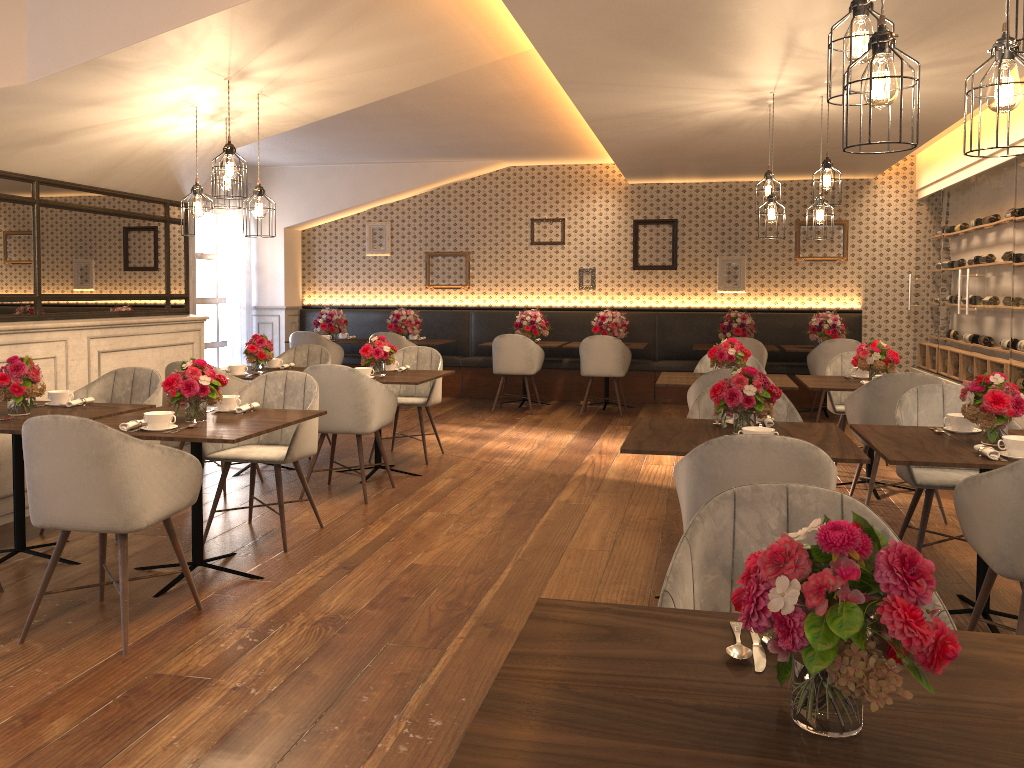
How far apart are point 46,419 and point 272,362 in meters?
3.6 m

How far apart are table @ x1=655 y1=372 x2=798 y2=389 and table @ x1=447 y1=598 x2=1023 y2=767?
4.21m

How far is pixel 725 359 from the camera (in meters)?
6.06

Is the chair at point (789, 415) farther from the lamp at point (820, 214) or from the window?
the window

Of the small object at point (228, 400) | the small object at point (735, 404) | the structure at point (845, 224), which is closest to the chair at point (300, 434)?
the small object at point (228, 400)

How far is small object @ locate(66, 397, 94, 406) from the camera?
4.5 meters

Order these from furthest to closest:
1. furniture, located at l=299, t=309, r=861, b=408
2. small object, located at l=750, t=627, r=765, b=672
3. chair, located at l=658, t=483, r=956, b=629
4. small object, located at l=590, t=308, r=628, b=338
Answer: furniture, located at l=299, t=309, r=861, b=408 < small object, located at l=590, t=308, r=628, b=338 < chair, located at l=658, t=483, r=956, b=629 < small object, located at l=750, t=627, r=765, b=672

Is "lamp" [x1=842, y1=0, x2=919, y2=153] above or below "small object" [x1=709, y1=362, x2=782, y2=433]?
above

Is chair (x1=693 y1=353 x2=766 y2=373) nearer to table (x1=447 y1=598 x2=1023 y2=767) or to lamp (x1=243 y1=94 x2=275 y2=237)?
lamp (x1=243 y1=94 x2=275 y2=237)

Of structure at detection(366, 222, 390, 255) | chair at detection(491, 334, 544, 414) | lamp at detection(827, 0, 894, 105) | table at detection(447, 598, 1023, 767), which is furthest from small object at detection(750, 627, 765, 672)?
structure at detection(366, 222, 390, 255)
